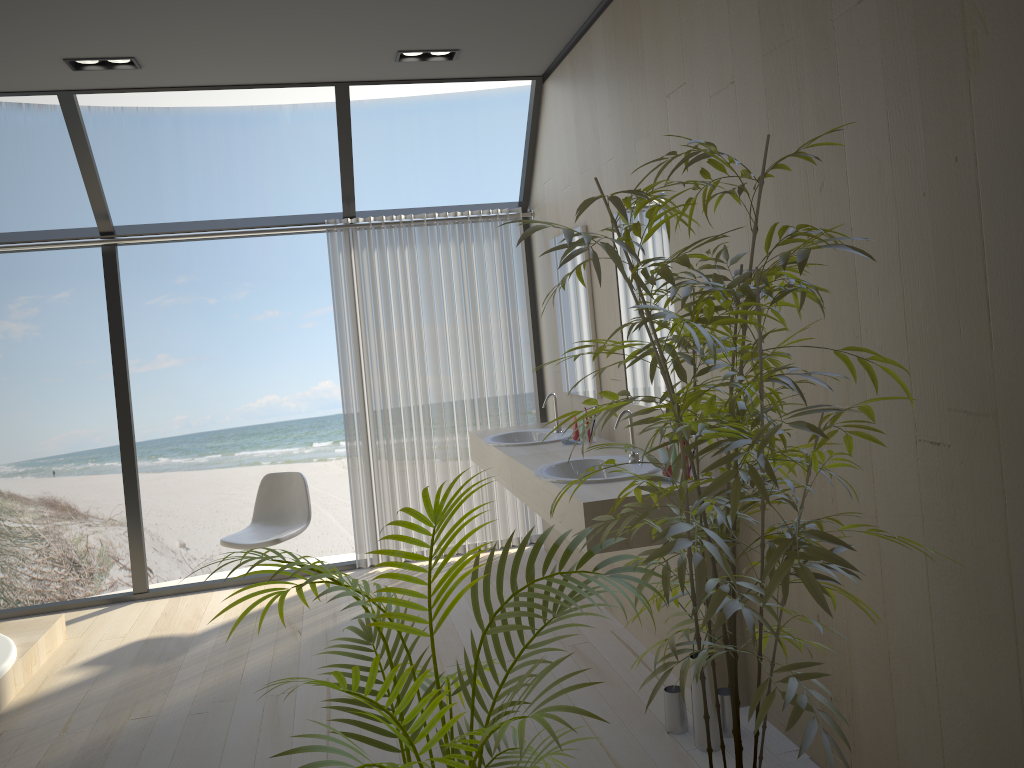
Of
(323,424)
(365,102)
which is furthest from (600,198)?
(365,102)

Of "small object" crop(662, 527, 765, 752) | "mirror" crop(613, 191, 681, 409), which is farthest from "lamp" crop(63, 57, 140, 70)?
"small object" crop(662, 527, 765, 752)

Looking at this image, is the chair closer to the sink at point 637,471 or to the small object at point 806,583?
the sink at point 637,471

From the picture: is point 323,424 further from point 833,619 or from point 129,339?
point 833,619

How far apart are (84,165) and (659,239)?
3.2 meters

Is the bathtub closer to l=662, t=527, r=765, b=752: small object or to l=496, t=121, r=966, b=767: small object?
l=662, t=527, r=765, b=752: small object

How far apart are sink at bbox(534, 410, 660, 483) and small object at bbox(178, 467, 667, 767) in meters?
1.3 m

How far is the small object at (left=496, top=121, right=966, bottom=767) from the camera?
1.57m

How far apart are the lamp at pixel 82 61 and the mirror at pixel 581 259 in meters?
2.2

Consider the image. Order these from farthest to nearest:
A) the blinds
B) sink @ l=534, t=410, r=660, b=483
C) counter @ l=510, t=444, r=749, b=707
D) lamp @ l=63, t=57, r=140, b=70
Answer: the blinds, lamp @ l=63, t=57, r=140, b=70, sink @ l=534, t=410, r=660, b=483, counter @ l=510, t=444, r=749, b=707
